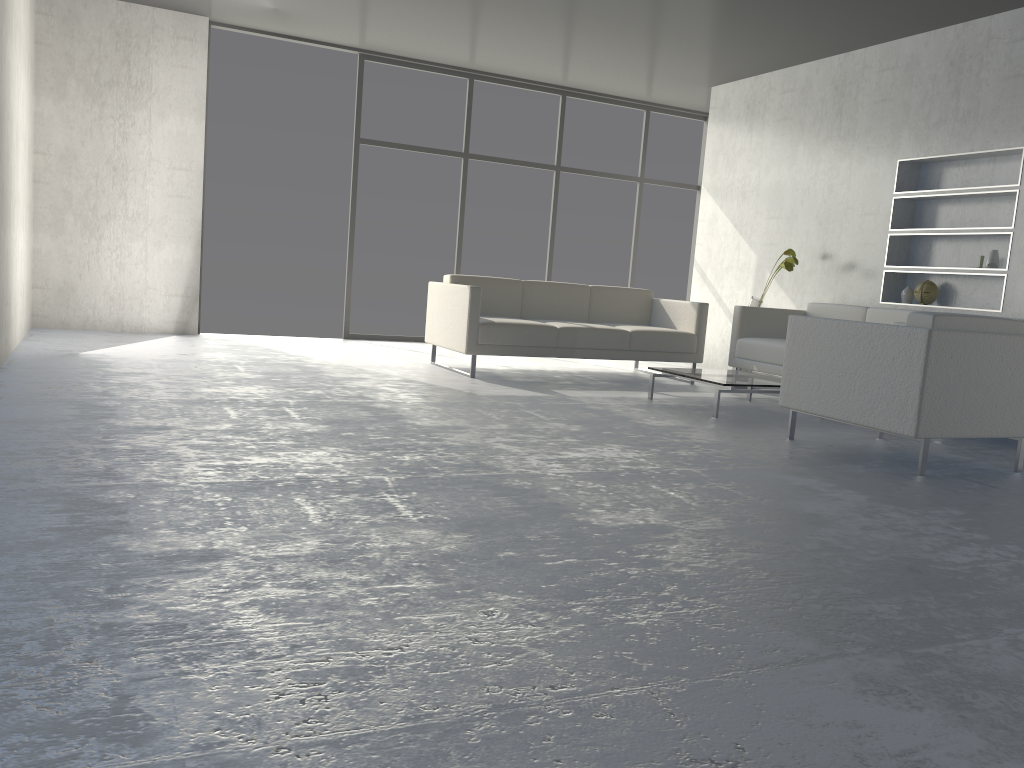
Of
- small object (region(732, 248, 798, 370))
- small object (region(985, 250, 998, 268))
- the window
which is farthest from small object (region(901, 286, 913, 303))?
the window

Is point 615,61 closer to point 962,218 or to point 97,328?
point 962,218

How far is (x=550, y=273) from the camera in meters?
8.7 m

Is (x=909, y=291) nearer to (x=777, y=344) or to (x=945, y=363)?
(x=777, y=344)

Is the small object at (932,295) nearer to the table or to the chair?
the table

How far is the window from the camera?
7.7m

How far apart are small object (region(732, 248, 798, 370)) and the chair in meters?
2.2

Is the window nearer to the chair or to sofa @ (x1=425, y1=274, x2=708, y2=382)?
sofa @ (x1=425, y1=274, x2=708, y2=382)

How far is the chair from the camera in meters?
3.5 m

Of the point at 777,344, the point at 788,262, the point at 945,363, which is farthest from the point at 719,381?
the point at 788,262
